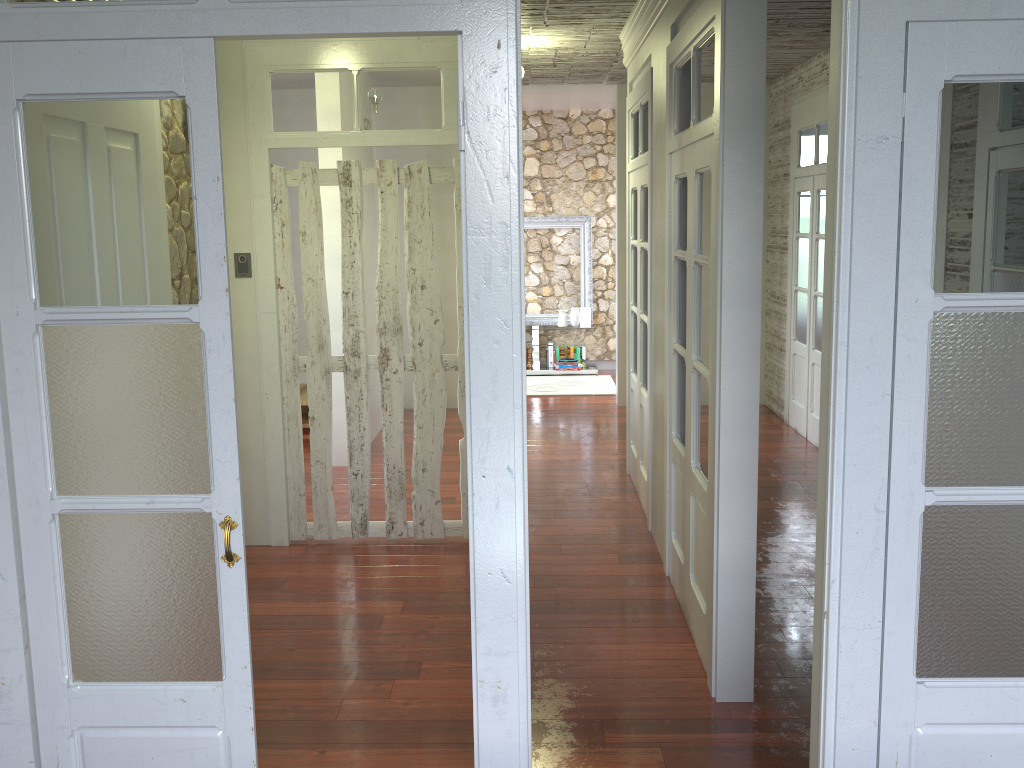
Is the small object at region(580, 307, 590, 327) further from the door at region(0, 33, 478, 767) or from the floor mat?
the door at region(0, 33, 478, 767)

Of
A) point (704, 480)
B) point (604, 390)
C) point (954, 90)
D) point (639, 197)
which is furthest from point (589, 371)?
point (954, 90)

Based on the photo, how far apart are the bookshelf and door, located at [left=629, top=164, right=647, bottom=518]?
0.8m

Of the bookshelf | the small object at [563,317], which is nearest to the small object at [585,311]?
the small object at [563,317]

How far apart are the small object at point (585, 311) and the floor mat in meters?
0.6 m

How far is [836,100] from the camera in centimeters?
189cm

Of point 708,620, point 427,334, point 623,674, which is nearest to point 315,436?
point 427,334

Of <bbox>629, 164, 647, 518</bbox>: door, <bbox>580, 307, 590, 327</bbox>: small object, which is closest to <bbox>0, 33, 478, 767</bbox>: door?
<bbox>629, 164, 647, 518</bbox>: door

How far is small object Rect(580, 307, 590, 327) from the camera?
9.9 meters

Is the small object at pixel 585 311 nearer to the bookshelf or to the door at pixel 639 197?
the bookshelf
